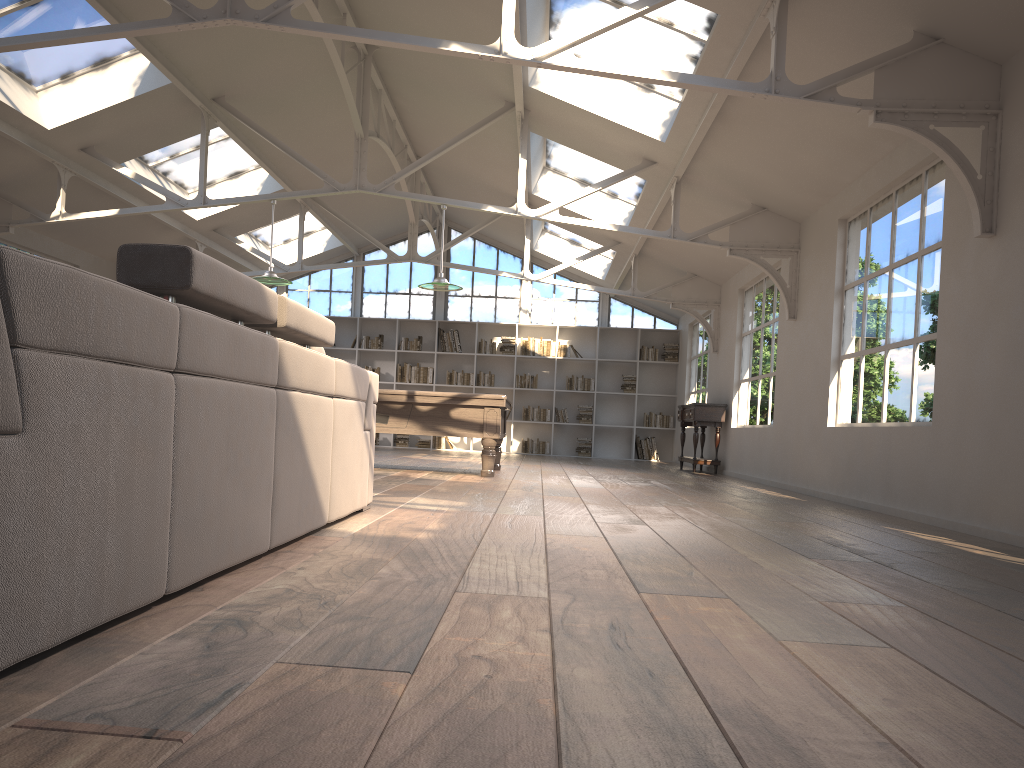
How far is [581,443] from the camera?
→ 15.8 meters

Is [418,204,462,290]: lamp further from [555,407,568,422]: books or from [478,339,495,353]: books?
[555,407,568,422]: books

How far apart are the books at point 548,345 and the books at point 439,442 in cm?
215

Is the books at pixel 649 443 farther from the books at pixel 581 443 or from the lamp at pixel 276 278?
the lamp at pixel 276 278

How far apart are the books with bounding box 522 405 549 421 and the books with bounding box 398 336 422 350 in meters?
2.2

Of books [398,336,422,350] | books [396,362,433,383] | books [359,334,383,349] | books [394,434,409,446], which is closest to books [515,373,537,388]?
books [396,362,433,383]

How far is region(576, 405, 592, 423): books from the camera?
15.78m

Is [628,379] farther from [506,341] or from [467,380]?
[467,380]

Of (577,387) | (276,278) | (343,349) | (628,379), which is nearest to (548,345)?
(577,387)

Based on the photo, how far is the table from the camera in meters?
11.4
